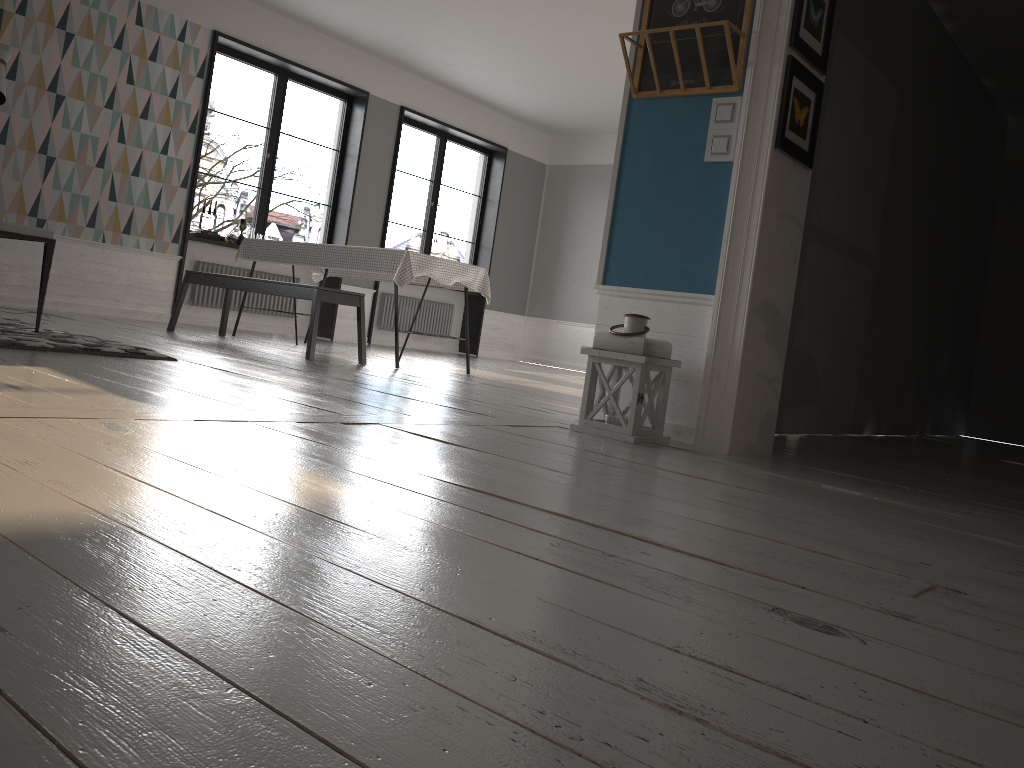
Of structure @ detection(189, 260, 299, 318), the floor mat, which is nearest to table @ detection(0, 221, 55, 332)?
the floor mat

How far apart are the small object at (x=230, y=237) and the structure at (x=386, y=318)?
2.04m

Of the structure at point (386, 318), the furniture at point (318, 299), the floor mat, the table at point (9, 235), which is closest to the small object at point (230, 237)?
the furniture at point (318, 299)

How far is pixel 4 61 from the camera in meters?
5.7 m

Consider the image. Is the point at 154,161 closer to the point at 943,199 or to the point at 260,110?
the point at 943,199

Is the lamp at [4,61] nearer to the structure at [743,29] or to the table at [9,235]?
the table at [9,235]

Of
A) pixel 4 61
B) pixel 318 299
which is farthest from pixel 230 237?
pixel 318 299

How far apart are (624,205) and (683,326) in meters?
0.6

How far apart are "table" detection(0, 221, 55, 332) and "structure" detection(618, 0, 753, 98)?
2.7m

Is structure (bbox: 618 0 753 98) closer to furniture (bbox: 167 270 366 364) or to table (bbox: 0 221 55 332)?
furniture (bbox: 167 270 366 364)
